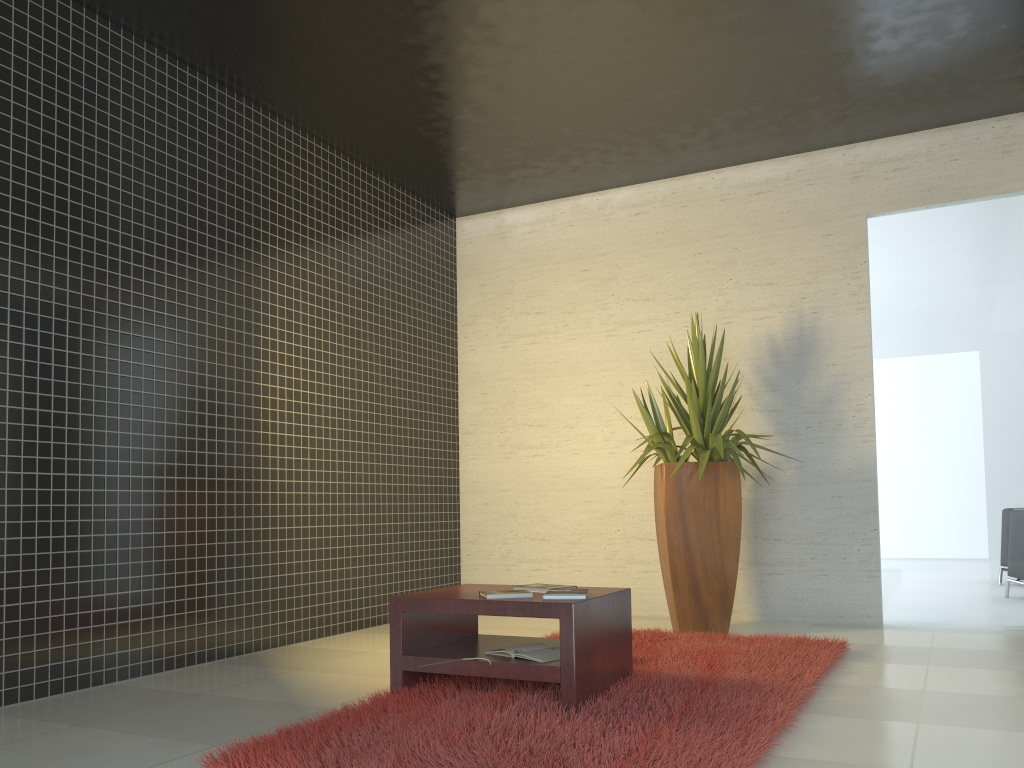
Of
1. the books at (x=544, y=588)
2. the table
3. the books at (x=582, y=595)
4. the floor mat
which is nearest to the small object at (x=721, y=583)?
the floor mat

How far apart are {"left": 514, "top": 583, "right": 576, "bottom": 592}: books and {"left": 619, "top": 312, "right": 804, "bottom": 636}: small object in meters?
1.7

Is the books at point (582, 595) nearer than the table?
No

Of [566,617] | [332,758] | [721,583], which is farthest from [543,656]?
[721,583]

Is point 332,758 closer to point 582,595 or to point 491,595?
point 491,595

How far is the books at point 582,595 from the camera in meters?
3.4

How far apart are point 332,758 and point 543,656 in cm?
103

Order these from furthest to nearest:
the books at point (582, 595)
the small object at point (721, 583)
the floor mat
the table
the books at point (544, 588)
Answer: the small object at point (721, 583) → the books at point (544, 588) → the books at point (582, 595) → the table → the floor mat

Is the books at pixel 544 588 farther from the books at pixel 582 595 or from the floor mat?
the floor mat

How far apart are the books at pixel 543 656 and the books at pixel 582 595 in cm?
24
